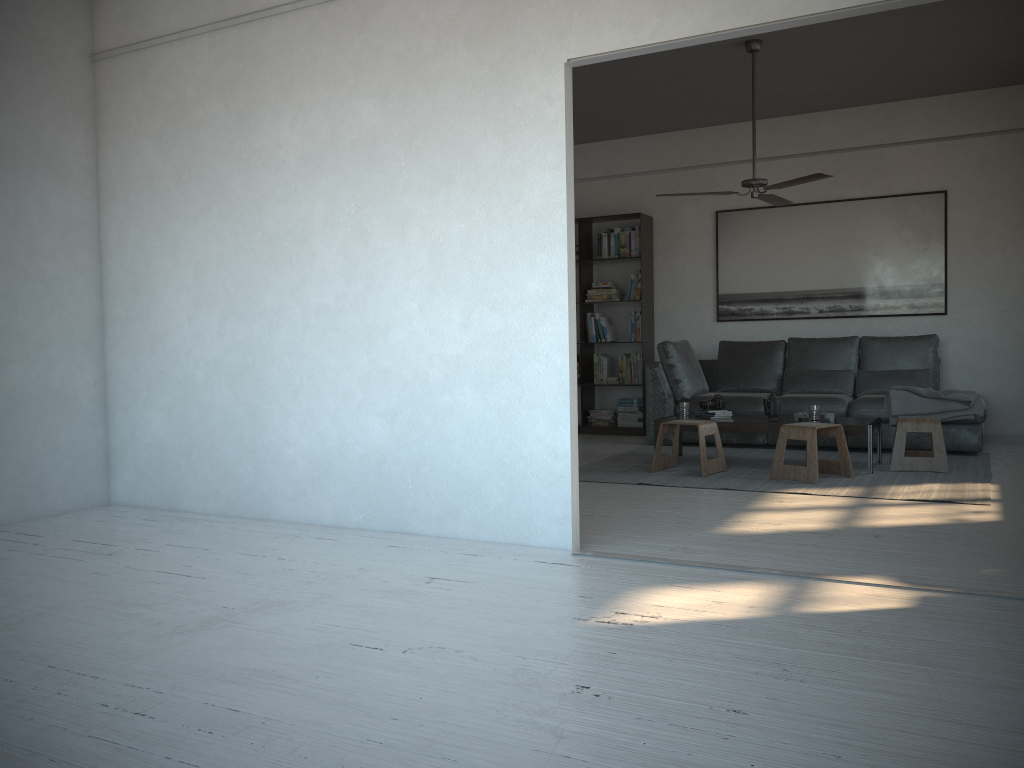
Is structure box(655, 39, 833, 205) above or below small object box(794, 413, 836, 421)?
above

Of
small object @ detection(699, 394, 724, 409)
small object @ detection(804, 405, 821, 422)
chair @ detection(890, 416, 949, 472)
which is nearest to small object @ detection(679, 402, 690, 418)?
small object @ detection(699, 394, 724, 409)

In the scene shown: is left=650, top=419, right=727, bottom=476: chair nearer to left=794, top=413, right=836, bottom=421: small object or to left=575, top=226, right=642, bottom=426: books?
Answer: left=794, top=413, right=836, bottom=421: small object

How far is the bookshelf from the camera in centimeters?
842cm

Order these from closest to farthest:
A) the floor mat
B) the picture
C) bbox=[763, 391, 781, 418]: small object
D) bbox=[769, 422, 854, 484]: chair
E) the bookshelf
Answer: the floor mat → bbox=[769, 422, 854, 484]: chair → bbox=[763, 391, 781, 418]: small object → the picture → the bookshelf

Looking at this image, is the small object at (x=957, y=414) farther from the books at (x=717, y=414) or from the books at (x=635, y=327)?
the books at (x=635, y=327)

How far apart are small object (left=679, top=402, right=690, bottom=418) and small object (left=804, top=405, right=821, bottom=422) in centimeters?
90cm

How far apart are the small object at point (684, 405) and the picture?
2.2 meters

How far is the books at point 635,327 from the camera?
8.5m

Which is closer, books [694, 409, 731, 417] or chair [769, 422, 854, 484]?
chair [769, 422, 854, 484]
